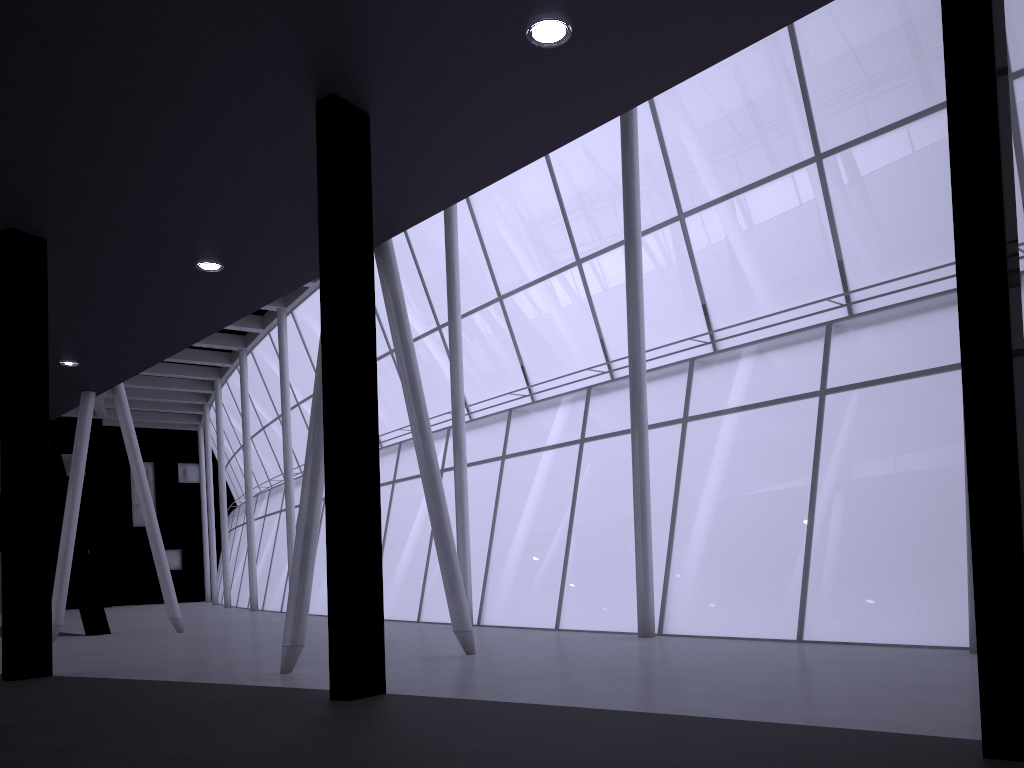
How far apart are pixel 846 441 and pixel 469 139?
18.5 meters

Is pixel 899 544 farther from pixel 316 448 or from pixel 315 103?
pixel 315 103
